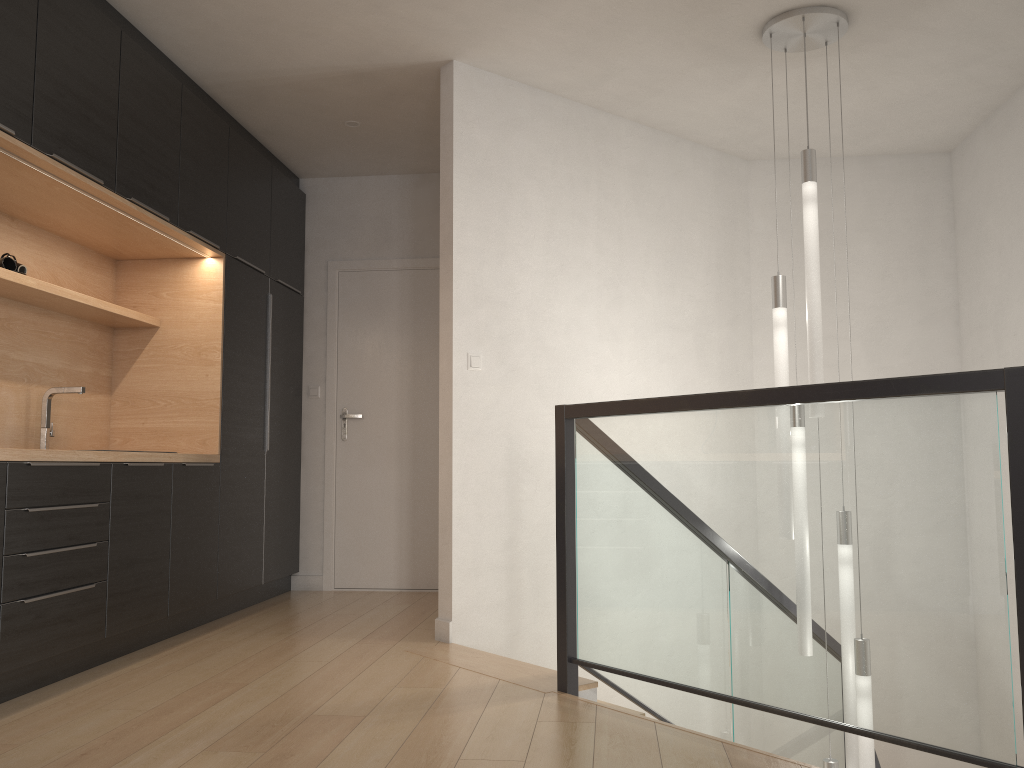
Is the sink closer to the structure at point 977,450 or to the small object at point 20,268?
the small object at point 20,268

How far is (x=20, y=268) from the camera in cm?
365

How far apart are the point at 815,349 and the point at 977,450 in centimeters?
156cm

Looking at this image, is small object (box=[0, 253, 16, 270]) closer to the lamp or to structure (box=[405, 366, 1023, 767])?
structure (box=[405, 366, 1023, 767])

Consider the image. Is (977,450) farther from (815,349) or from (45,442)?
(45,442)

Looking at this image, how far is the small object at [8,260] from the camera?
3.6 meters

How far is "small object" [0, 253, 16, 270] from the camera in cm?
361

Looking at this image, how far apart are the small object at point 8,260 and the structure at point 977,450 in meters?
2.3

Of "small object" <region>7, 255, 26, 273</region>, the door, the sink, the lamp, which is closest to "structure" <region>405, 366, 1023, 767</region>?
the lamp

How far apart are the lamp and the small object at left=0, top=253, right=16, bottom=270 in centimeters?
316cm
